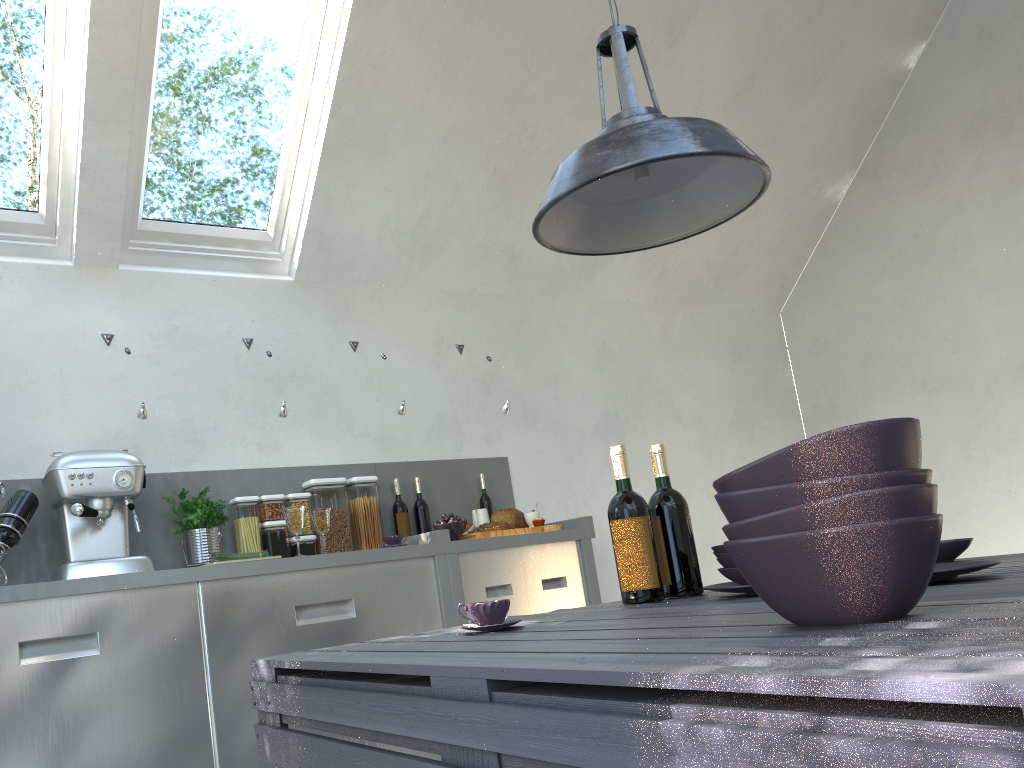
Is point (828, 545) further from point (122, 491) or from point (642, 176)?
point (122, 491)

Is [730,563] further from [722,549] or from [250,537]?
[250,537]

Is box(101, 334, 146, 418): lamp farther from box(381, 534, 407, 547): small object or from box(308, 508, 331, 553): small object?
box(381, 534, 407, 547): small object

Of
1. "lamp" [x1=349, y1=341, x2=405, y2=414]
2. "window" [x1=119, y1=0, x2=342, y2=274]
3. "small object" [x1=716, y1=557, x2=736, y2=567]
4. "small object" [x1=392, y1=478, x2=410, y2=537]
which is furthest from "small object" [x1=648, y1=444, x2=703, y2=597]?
"window" [x1=119, y1=0, x2=342, y2=274]

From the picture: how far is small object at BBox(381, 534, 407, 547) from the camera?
3.5m

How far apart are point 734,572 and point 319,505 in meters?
2.3 m

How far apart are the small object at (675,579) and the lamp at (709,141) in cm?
47

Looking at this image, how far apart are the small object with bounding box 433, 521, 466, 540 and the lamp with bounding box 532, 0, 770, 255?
1.9m

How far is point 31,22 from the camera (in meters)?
3.14

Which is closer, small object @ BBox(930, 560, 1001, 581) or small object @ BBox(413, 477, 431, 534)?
small object @ BBox(930, 560, 1001, 581)
